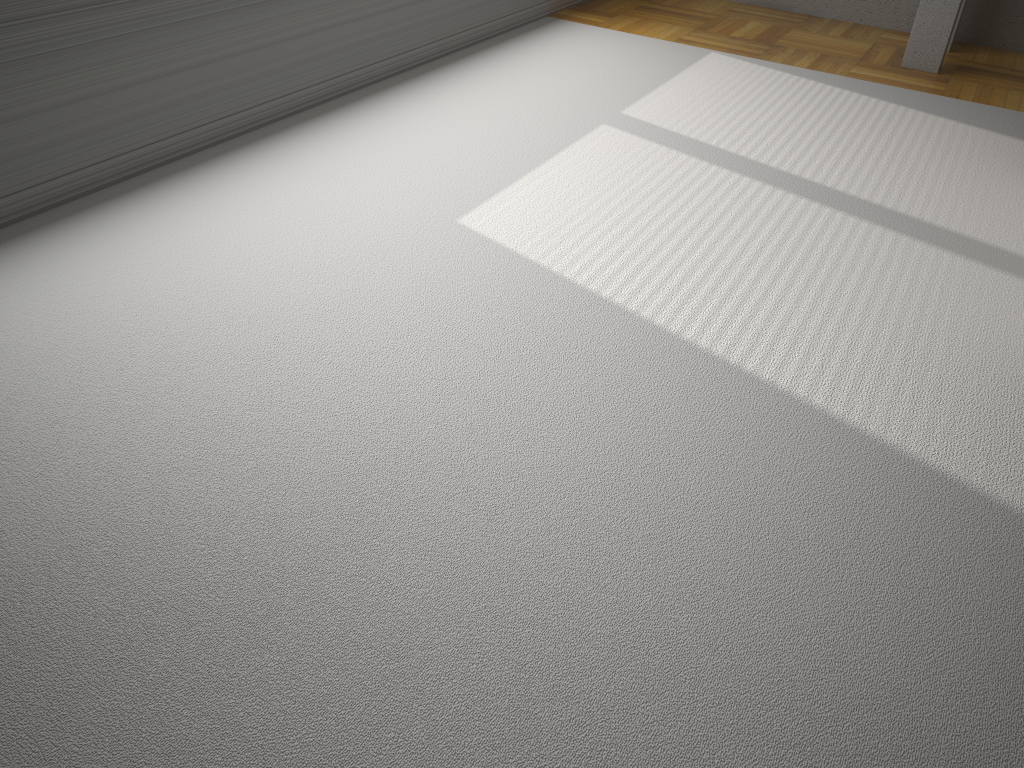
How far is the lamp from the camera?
4.72m

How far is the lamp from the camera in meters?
4.7

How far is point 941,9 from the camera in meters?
4.7
